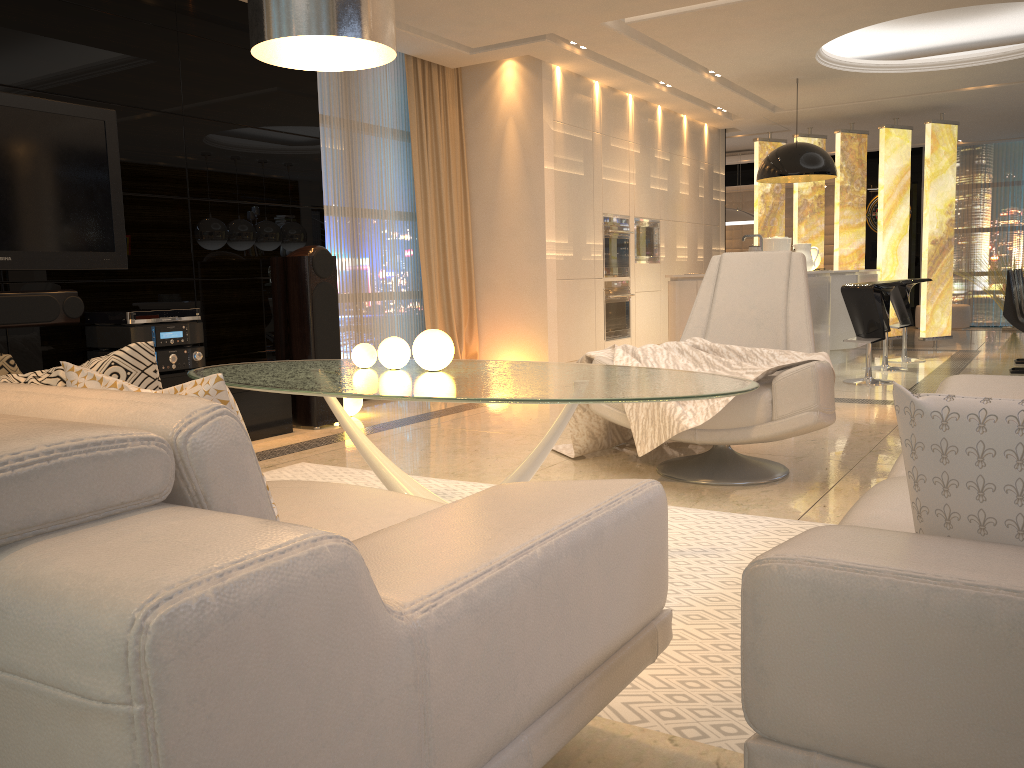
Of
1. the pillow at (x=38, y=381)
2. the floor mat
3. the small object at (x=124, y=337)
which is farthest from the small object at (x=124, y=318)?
the pillow at (x=38, y=381)

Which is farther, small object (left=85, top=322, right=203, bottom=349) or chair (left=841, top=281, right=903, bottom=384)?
chair (left=841, top=281, right=903, bottom=384)

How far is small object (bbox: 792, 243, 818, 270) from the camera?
8.21m

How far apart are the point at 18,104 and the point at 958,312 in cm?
1210

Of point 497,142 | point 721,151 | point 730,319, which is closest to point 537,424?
point 730,319

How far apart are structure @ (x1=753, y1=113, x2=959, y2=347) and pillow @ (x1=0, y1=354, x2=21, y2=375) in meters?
9.8

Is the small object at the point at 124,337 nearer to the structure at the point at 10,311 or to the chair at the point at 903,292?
the structure at the point at 10,311

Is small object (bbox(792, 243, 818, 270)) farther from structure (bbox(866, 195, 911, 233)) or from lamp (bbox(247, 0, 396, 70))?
lamp (bbox(247, 0, 396, 70))

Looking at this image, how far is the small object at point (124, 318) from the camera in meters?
4.5

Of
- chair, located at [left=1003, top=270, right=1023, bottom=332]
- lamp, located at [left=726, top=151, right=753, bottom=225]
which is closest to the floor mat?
chair, located at [left=1003, top=270, right=1023, bottom=332]
